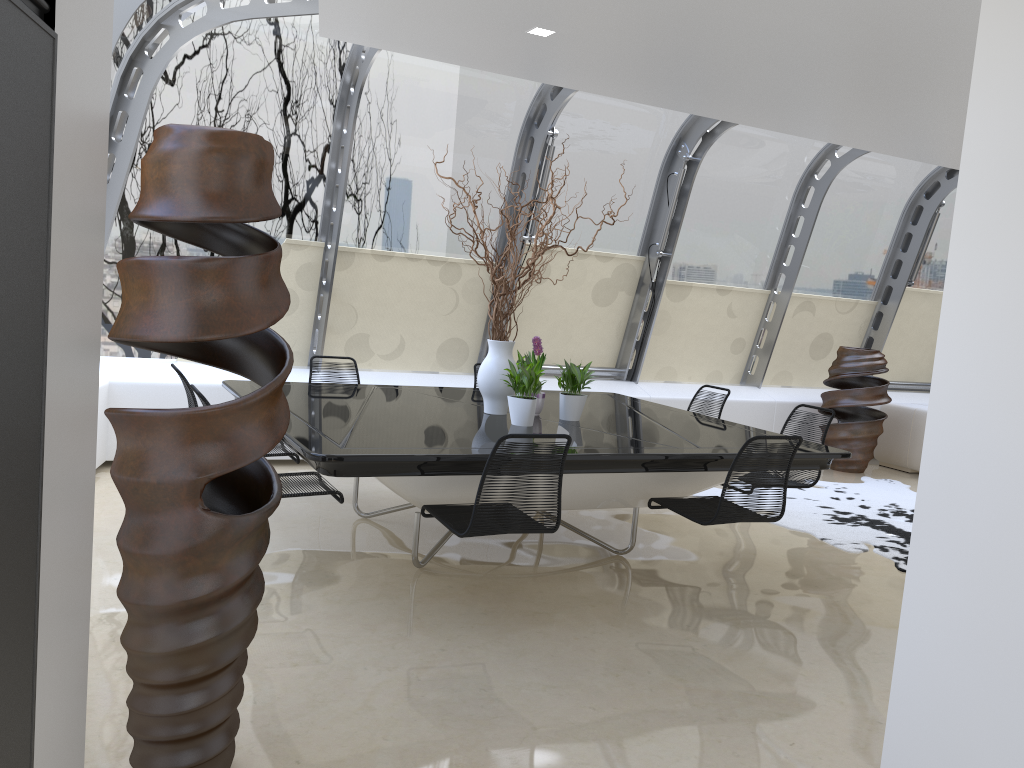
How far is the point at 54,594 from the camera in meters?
1.6

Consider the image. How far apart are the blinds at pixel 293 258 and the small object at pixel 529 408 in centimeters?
277cm

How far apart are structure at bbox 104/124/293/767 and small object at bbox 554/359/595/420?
2.70m

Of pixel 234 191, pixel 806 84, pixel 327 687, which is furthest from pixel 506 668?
pixel 806 84

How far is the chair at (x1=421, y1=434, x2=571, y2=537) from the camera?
3.6 meters

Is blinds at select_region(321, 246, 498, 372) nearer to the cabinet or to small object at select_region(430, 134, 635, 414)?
small object at select_region(430, 134, 635, 414)

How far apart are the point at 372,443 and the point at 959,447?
2.4m

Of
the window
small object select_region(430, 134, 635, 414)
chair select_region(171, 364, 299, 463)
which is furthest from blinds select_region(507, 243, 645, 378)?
chair select_region(171, 364, 299, 463)

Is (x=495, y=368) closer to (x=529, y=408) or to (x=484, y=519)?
(x=529, y=408)

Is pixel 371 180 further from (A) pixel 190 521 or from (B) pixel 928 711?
(B) pixel 928 711
